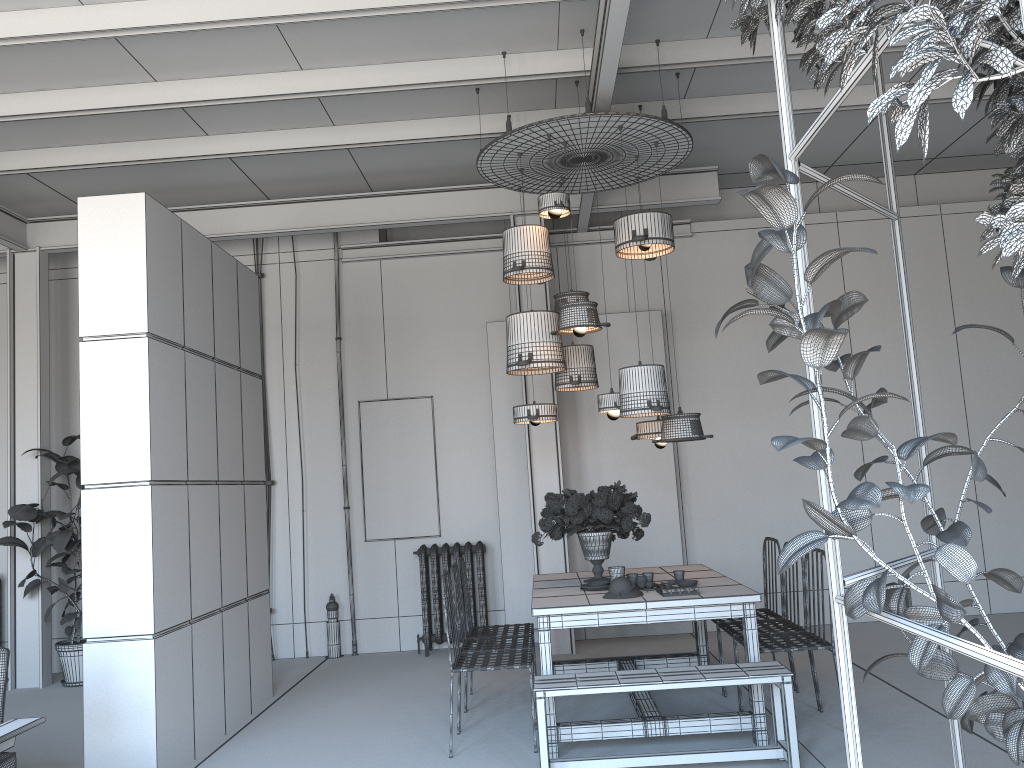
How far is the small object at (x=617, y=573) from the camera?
5.23m

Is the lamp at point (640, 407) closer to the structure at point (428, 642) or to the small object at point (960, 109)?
the small object at point (960, 109)

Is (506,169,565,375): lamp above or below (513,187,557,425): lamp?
above

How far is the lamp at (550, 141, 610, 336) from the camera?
5.5 meters

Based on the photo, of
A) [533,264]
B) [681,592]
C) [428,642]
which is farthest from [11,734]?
[428,642]

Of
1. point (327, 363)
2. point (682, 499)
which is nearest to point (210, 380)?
point (327, 363)

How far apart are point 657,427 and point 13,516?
5.4 meters

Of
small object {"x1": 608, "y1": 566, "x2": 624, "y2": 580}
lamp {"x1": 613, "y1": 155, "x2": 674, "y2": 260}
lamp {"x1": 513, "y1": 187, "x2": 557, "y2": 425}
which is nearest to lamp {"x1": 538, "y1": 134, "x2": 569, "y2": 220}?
lamp {"x1": 613, "y1": 155, "x2": 674, "y2": 260}

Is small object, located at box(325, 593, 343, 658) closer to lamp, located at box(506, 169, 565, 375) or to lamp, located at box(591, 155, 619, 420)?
lamp, located at box(506, 169, 565, 375)

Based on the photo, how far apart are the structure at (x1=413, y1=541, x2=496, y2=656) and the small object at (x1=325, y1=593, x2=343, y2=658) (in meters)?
0.85
